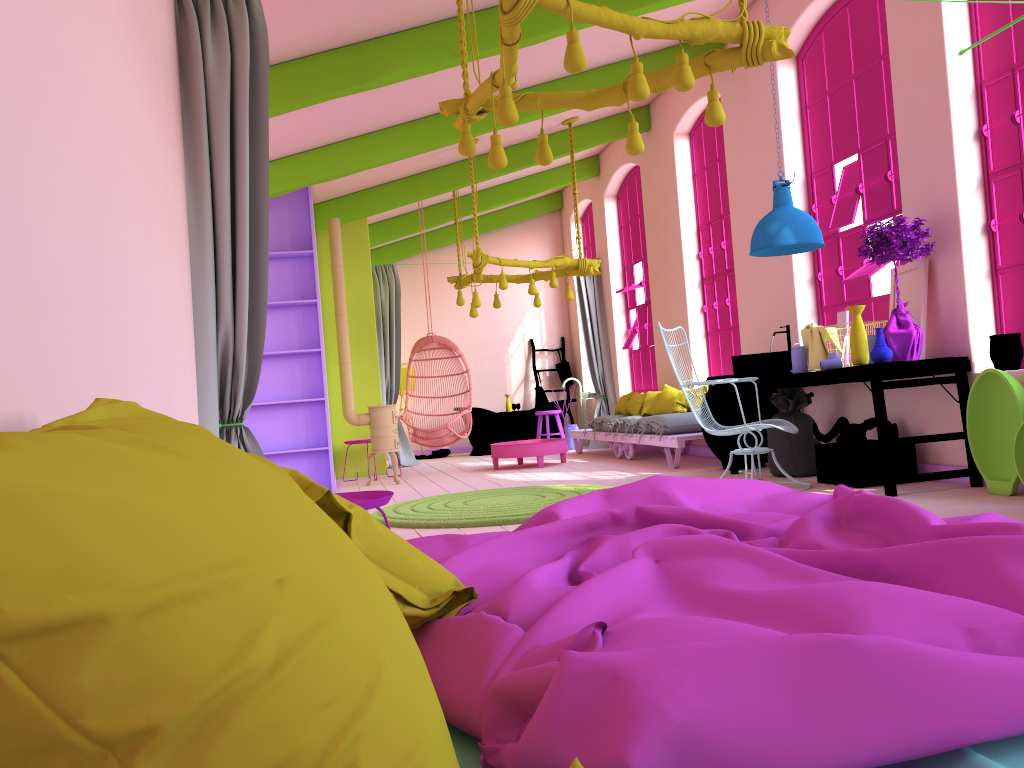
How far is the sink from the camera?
6.8m

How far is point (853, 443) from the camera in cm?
623

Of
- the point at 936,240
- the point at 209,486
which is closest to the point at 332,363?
the point at 936,240

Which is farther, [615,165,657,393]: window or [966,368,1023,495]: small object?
[615,165,657,393]: window

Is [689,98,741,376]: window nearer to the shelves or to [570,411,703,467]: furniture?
[570,411,703,467]: furniture

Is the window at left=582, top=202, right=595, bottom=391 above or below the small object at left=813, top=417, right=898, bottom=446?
above

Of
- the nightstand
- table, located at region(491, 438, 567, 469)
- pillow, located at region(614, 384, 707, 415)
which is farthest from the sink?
the nightstand

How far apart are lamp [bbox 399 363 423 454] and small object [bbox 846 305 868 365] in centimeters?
870cm

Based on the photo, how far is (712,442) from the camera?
7.86m

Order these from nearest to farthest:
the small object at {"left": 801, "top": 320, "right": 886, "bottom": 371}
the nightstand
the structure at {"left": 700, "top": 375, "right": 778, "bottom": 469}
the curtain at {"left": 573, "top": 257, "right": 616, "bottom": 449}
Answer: the nightstand → the small object at {"left": 801, "top": 320, "right": 886, "bottom": 371} → the structure at {"left": 700, "top": 375, "right": 778, "bottom": 469} → the curtain at {"left": 573, "top": 257, "right": 616, "bottom": 449}
